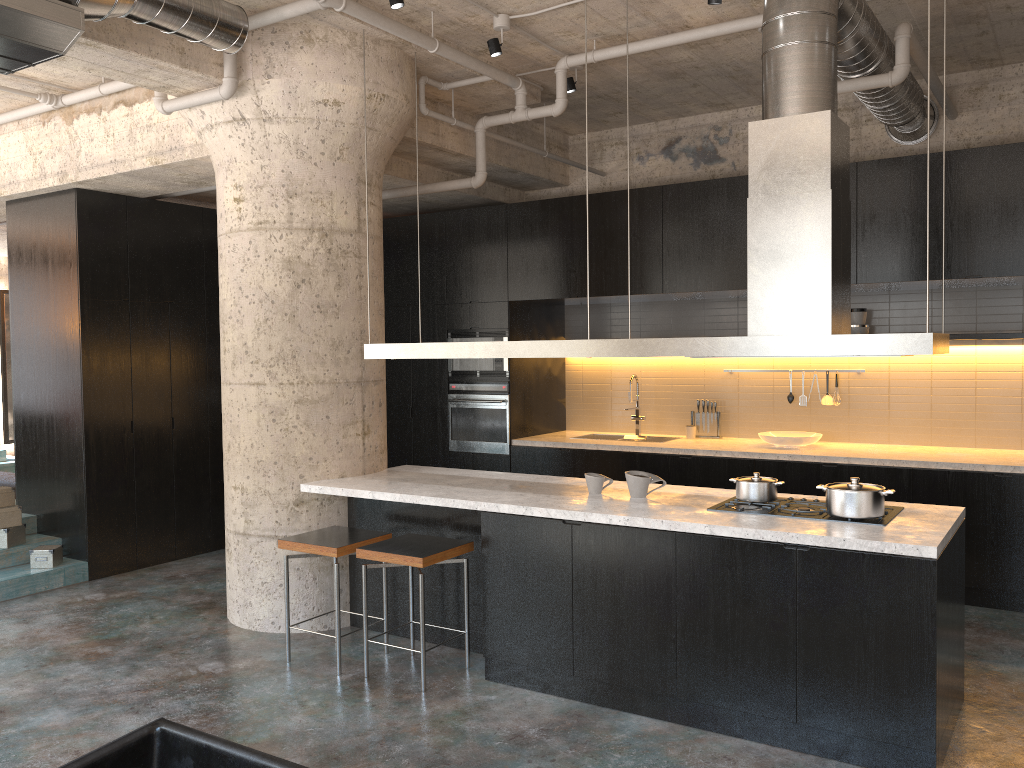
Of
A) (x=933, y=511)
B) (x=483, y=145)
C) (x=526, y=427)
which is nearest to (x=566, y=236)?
(x=483, y=145)

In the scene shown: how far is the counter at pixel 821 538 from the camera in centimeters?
371cm

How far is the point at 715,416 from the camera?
7.72m

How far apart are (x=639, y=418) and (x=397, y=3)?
4.5m

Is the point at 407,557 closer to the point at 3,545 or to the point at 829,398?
the point at 3,545

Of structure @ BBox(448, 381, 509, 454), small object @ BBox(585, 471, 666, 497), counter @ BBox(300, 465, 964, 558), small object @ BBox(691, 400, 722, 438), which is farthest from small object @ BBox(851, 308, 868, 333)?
small object @ BBox(585, 471, 666, 497)

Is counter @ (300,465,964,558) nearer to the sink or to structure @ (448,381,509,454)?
structure @ (448,381,509,454)

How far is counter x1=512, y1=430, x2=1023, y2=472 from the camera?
5.99m

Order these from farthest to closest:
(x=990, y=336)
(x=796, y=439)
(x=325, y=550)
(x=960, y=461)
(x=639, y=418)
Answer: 1. (x=639, y=418)
2. (x=796, y=439)
3. (x=990, y=336)
4. (x=960, y=461)
5. (x=325, y=550)

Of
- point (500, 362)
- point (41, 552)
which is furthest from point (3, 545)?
point (500, 362)
